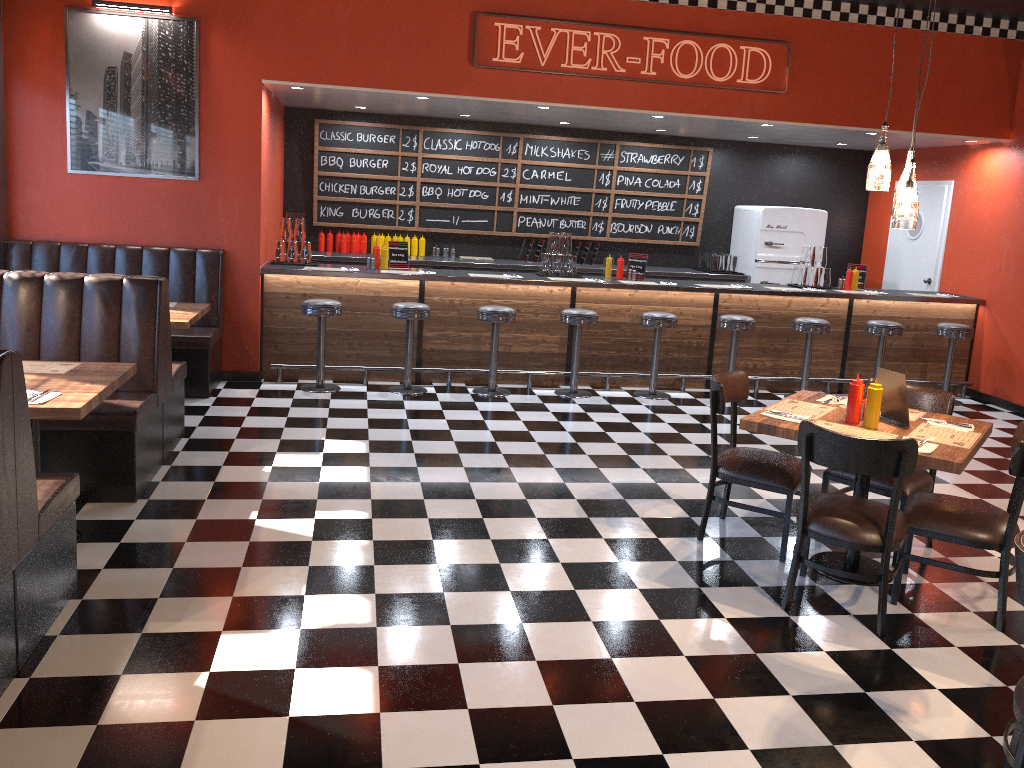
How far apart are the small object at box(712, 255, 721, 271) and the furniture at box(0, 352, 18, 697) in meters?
8.3 m

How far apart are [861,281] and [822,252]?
0.6m

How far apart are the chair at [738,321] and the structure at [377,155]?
2.61m

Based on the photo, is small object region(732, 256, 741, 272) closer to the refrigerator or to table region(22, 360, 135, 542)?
the refrigerator

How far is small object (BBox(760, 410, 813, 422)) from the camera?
4.25m

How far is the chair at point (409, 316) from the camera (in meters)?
7.50

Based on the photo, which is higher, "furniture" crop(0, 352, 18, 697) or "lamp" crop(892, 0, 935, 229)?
"lamp" crop(892, 0, 935, 229)

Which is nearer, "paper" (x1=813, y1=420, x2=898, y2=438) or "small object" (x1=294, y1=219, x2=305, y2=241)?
"paper" (x1=813, y1=420, x2=898, y2=438)

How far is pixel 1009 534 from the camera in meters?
3.9 m

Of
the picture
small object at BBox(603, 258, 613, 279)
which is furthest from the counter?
the picture
